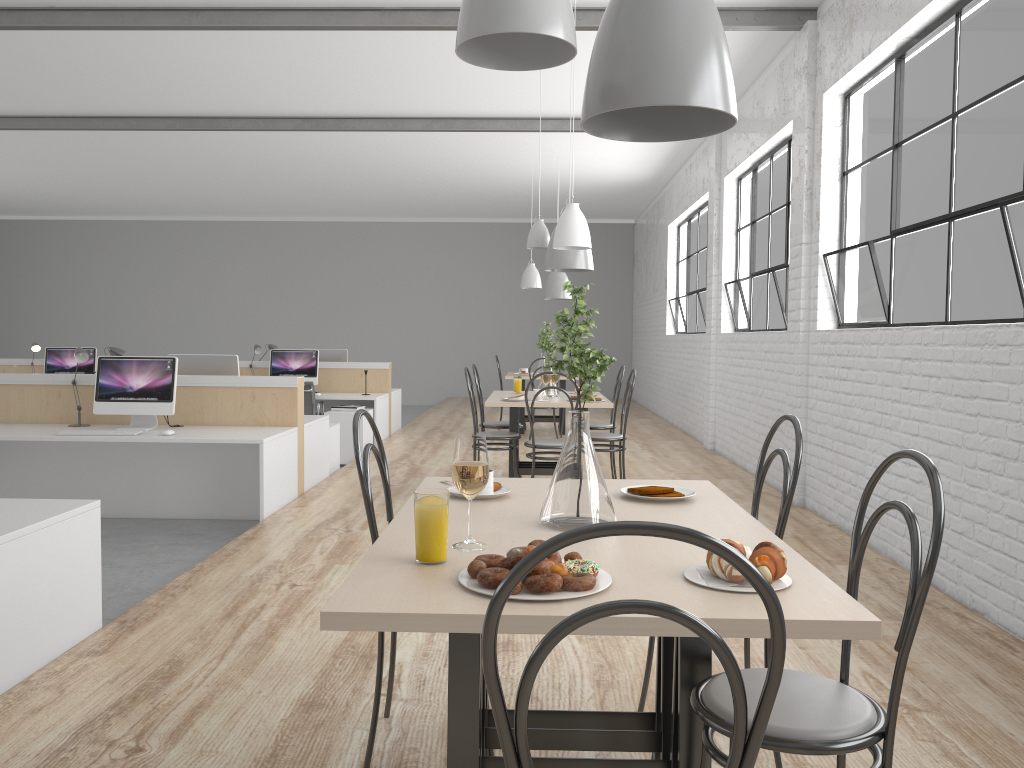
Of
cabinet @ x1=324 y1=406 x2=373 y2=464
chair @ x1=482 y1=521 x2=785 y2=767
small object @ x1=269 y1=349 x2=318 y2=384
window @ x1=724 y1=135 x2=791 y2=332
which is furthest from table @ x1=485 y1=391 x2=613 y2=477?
chair @ x1=482 y1=521 x2=785 y2=767

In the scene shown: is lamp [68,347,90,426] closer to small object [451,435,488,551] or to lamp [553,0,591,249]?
lamp [553,0,591,249]

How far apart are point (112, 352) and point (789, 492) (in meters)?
4.22

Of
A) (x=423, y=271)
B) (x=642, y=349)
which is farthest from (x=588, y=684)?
(x=423, y=271)

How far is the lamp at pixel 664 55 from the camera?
1.39m

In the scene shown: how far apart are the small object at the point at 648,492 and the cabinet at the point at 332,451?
4.07m

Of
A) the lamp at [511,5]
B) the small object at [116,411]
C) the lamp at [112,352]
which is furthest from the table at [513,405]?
the lamp at [511,5]

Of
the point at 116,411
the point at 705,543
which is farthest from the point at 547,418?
the point at 705,543

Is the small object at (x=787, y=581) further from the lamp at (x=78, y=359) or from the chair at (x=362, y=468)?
the lamp at (x=78, y=359)

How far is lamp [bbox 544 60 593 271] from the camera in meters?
4.6
